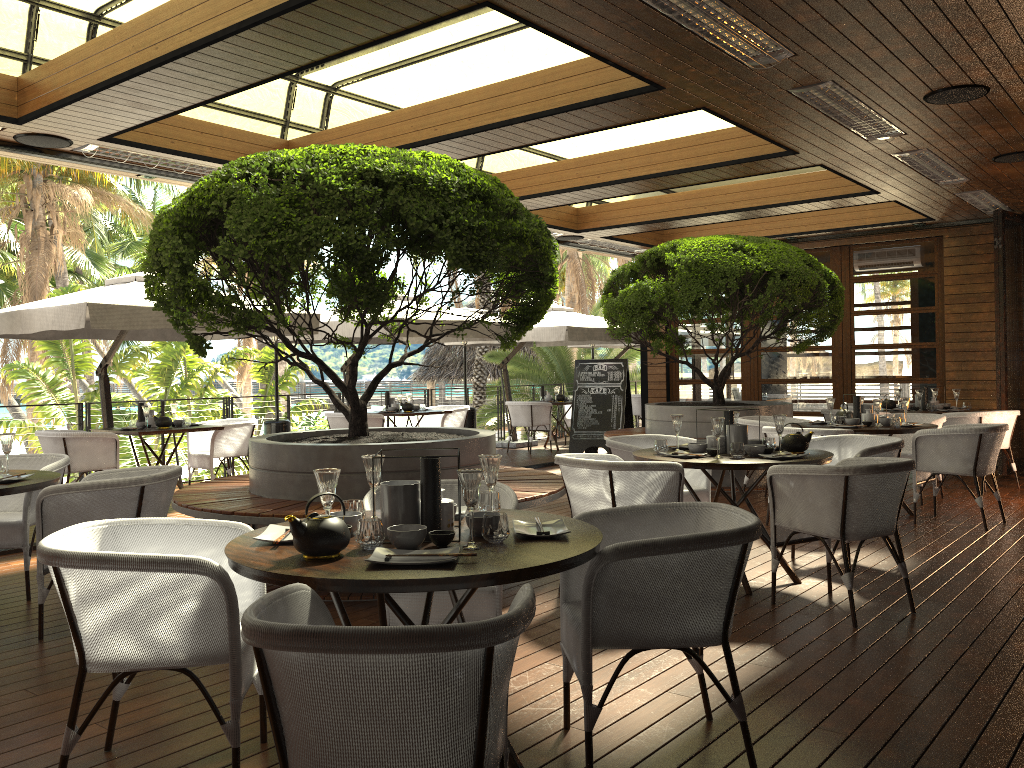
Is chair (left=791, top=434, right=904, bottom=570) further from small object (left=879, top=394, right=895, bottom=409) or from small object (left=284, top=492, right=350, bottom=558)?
small object (left=879, top=394, right=895, bottom=409)

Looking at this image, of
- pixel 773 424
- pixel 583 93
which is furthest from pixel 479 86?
pixel 773 424

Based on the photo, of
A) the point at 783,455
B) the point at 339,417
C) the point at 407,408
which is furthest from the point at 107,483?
the point at 407,408

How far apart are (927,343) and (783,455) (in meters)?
7.35

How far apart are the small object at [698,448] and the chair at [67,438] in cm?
556

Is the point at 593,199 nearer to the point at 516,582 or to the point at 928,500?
the point at 928,500

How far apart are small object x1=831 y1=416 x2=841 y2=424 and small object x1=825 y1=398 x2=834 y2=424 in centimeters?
16cm

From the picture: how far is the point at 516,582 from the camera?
2.3m

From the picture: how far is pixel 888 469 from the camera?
4.3m

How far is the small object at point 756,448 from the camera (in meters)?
5.03
